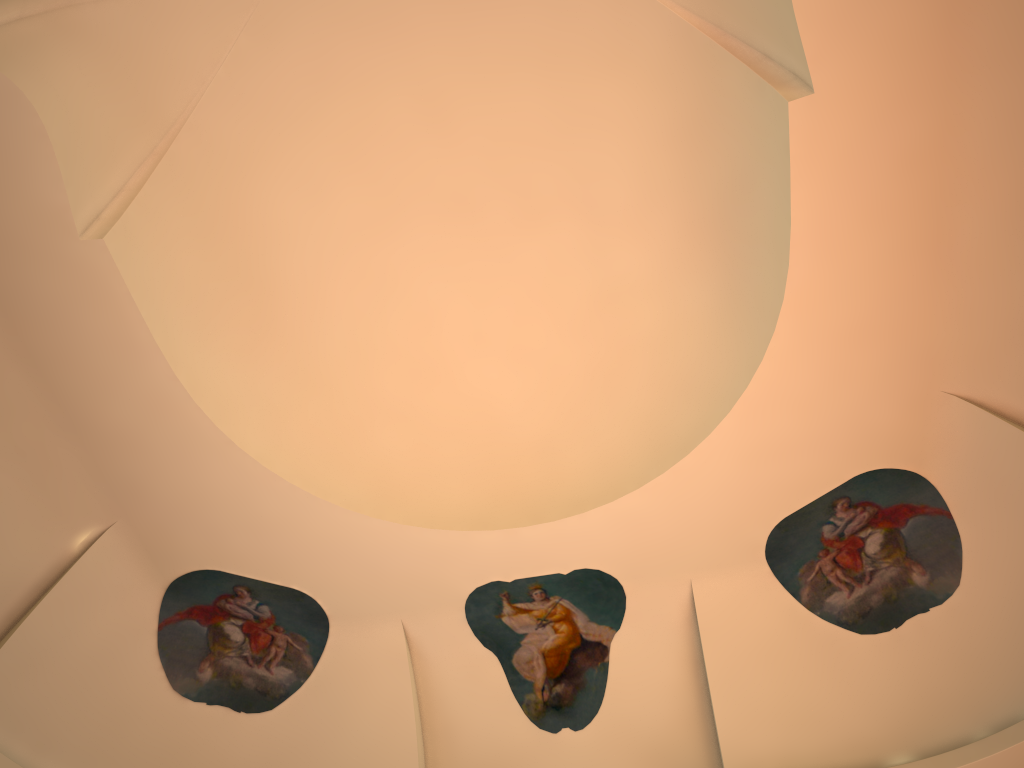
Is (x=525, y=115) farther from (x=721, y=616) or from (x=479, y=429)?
(x=721, y=616)
